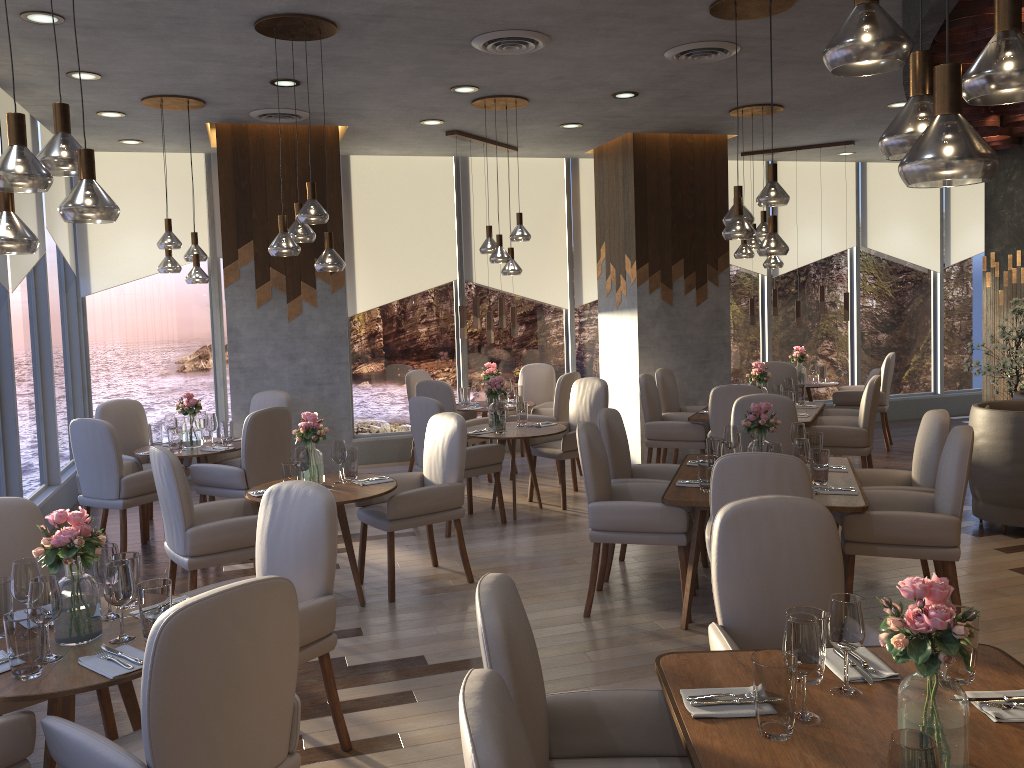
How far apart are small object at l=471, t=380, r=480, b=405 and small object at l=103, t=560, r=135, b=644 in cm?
584

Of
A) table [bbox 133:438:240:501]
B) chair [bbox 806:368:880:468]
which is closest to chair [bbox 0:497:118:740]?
table [bbox 133:438:240:501]

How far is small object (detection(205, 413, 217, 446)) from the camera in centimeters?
654cm

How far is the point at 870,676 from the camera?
2.3 meters

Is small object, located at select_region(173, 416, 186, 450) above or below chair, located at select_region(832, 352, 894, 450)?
above

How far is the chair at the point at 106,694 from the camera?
3.16m

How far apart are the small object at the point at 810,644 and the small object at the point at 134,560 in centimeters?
217cm

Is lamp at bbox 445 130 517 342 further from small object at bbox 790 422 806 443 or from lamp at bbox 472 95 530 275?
small object at bbox 790 422 806 443

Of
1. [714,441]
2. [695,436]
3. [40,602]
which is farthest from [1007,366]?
[40,602]

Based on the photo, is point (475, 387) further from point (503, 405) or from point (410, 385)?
point (503, 405)
